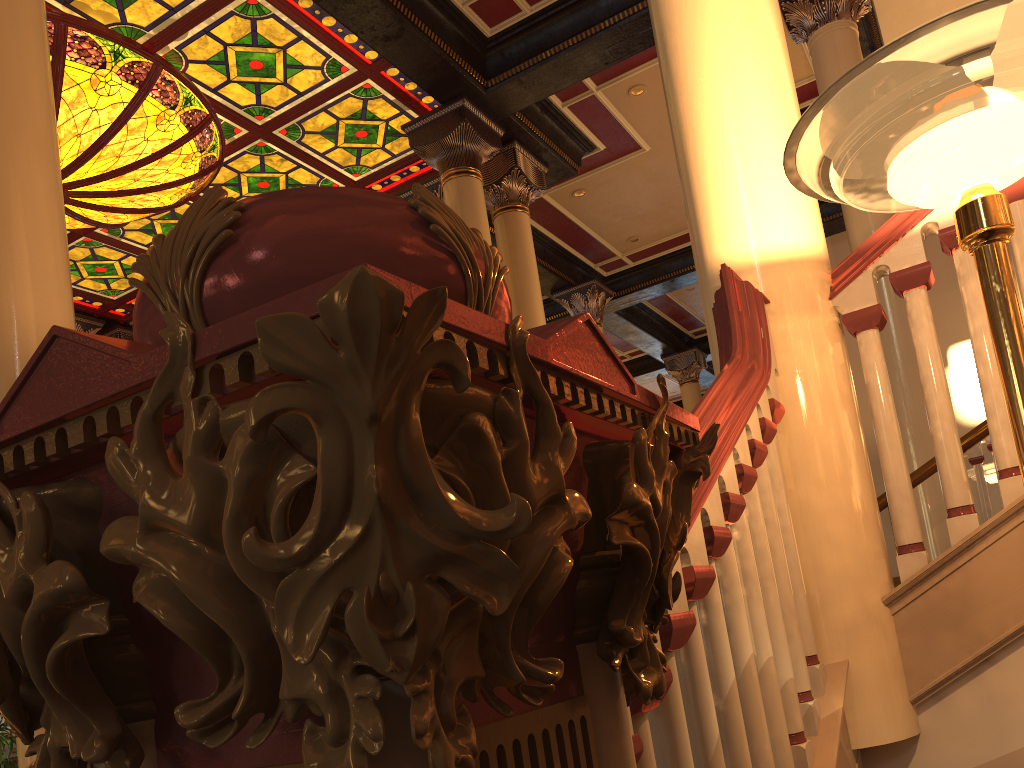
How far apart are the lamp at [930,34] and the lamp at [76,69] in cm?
678

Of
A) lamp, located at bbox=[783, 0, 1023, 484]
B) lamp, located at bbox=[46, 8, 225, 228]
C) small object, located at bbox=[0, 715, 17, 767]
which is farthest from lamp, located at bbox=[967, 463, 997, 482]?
lamp, located at bbox=[46, 8, 225, 228]

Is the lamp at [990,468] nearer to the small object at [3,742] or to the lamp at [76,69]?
the small object at [3,742]

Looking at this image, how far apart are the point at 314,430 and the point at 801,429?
1.87m

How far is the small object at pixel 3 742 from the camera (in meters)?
3.82

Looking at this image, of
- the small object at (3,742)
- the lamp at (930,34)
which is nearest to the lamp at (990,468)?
the lamp at (930,34)

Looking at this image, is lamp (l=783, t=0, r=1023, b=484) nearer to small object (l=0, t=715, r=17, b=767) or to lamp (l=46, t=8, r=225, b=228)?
small object (l=0, t=715, r=17, b=767)

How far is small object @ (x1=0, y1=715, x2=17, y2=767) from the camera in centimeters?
382cm

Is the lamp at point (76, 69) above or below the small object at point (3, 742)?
above

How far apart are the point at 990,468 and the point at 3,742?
6.2 meters
